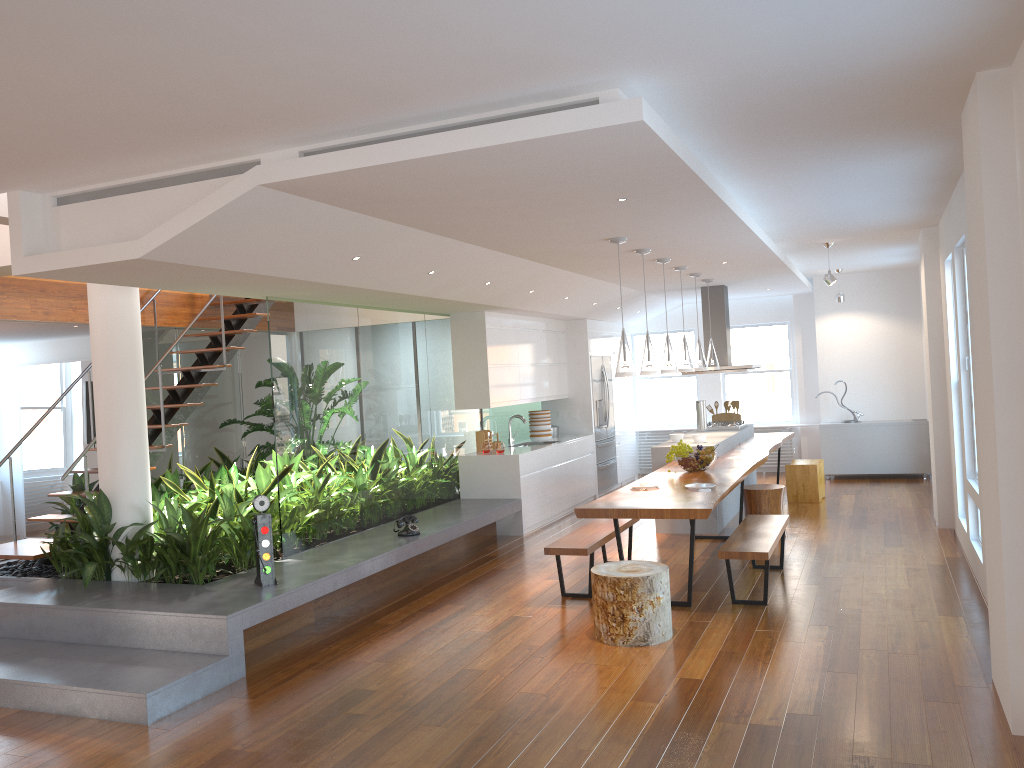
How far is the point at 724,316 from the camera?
10.4m

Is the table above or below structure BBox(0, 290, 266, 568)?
below

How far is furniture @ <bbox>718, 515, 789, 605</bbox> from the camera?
5.6m

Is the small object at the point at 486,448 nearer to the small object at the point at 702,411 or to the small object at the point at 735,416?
the small object at the point at 702,411

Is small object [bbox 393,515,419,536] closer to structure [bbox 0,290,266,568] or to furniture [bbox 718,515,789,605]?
structure [bbox 0,290,266,568]

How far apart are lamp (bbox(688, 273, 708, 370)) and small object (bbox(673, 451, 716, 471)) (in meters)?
1.81

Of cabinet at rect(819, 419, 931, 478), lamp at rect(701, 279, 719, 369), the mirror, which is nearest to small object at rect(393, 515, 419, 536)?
lamp at rect(701, 279, 719, 369)

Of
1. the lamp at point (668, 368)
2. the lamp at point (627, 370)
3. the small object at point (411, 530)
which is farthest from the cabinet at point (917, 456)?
the small object at point (411, 530)

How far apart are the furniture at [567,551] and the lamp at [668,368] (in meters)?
1.37

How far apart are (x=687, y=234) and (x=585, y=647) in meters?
3.0
